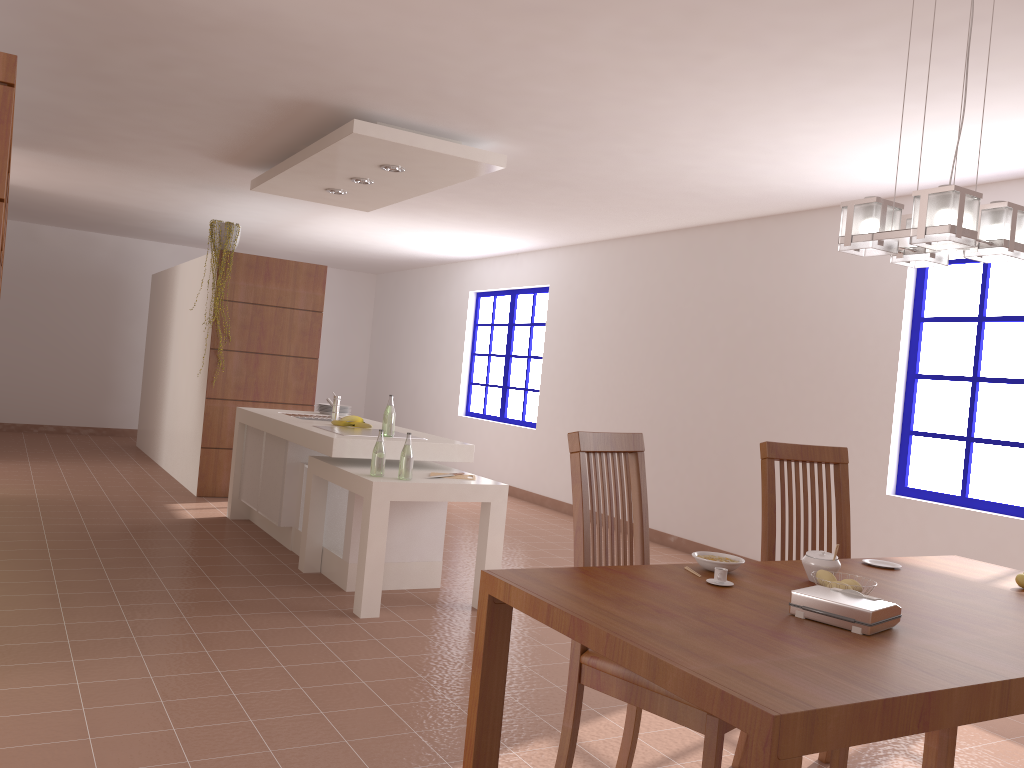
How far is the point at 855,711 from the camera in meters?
1.4

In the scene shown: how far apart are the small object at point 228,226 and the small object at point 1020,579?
6.14m

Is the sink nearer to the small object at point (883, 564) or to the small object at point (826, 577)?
the small object at point (883, 564)

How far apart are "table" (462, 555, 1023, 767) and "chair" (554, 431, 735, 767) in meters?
0.2

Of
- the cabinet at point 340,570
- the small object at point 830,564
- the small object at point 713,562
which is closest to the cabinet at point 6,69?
the cabinet at point 340,570

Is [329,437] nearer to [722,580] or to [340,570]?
[340,570]

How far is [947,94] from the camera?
3.59m

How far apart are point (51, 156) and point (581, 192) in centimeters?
391cm

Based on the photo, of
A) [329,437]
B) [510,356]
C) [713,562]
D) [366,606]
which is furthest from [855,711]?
[510,356]

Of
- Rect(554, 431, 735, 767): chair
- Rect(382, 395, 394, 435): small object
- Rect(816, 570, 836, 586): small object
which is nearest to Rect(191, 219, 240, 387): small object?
Rect(382, 395, 394, 435): small object
